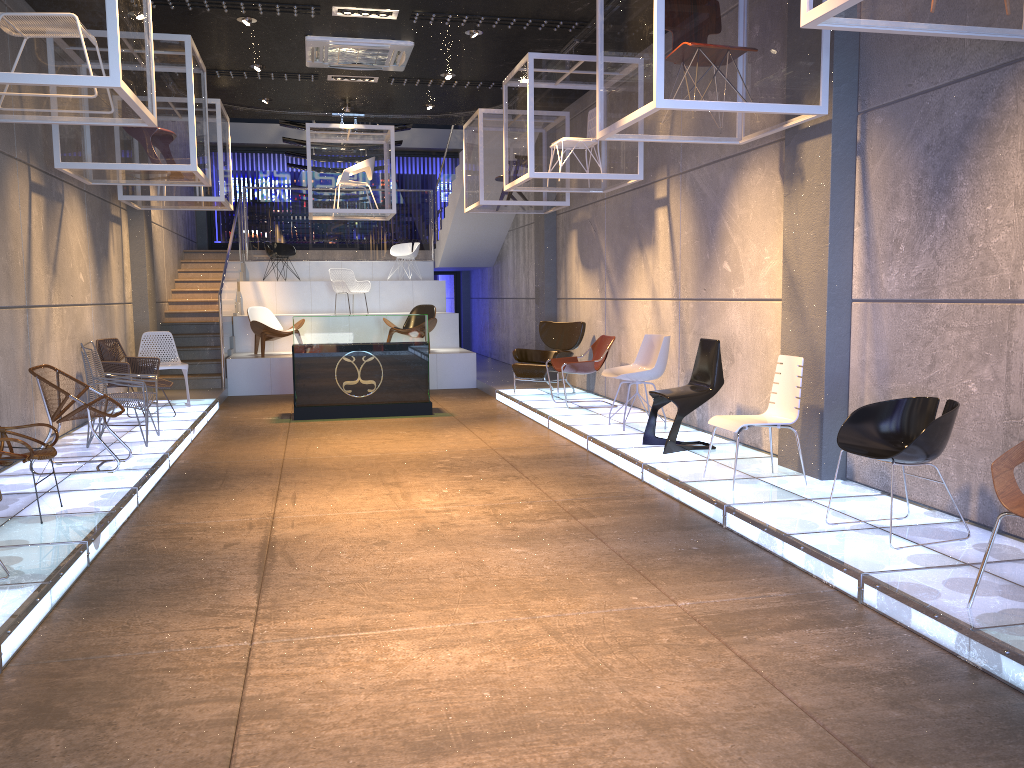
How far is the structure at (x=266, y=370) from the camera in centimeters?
1308cm

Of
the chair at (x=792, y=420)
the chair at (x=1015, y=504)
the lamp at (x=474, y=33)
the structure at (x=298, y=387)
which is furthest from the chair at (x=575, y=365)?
the chair at (x=1015, y=504)

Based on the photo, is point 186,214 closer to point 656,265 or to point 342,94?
point 342,94

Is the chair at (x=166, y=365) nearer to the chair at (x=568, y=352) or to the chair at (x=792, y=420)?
the chair at (x=568, y=352)

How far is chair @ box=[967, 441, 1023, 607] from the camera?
3.51m

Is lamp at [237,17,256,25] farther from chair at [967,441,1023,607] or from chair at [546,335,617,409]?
chair at [967,441,1023,607]

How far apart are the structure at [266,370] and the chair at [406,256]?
0.46m

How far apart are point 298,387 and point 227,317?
3.8m

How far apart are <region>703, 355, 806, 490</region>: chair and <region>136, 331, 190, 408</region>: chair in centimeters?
686cm

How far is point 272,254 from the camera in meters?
16.5 m
